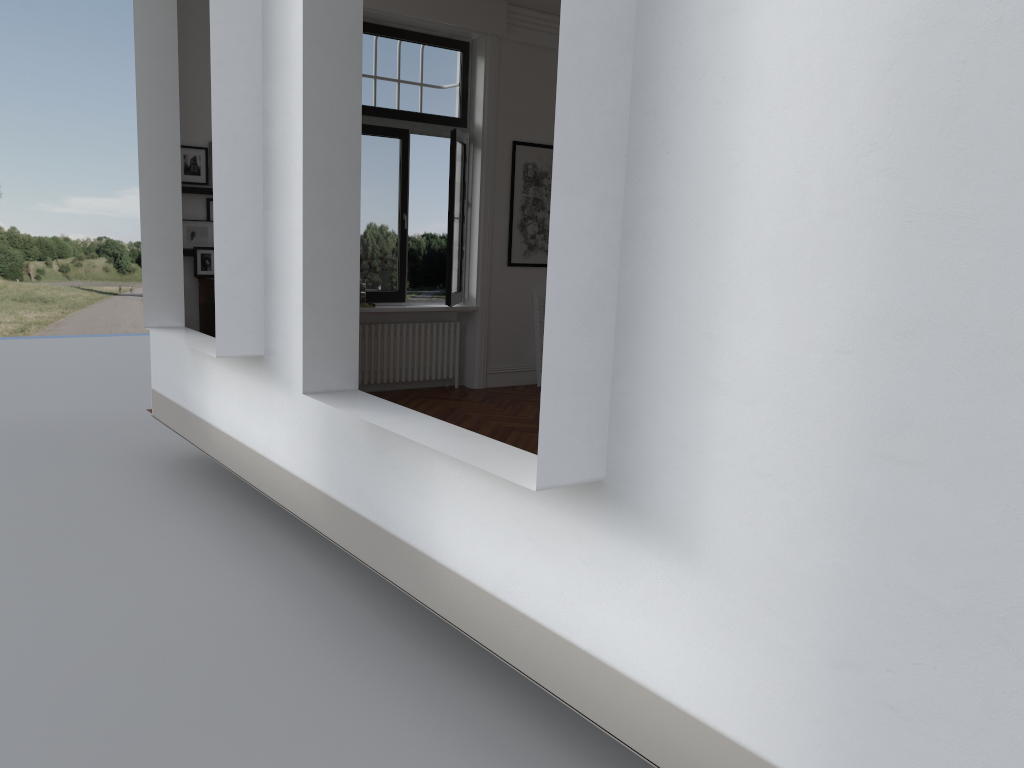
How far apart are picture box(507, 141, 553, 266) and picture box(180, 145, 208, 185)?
3.3 meters

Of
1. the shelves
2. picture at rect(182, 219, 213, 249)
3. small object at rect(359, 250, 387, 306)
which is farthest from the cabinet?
small object at rect(359, 250, 387, 306)

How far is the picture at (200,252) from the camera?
7.6 meters

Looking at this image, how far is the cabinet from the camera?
7.5 meters

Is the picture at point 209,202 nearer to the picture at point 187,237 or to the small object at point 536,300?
the picture at point 187,237

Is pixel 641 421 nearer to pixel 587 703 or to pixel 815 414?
pixel 815 414

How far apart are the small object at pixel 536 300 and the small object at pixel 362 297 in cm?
211

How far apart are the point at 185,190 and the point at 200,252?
0.5m

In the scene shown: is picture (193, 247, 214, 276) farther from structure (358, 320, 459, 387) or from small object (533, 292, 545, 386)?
small object (533, 292, 545, 386)

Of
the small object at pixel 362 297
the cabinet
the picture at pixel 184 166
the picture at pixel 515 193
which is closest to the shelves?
the picture at pixel 184 166
